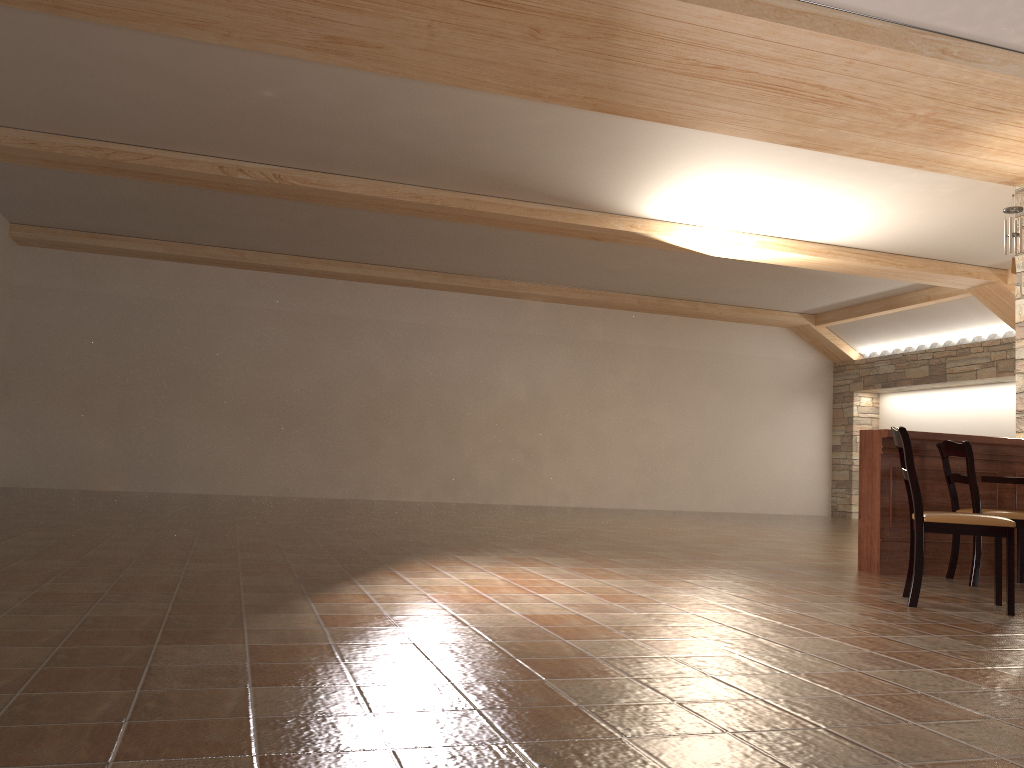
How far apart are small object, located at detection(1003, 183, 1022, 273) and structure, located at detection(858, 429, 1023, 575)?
1.97m

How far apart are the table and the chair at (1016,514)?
0.3 meters

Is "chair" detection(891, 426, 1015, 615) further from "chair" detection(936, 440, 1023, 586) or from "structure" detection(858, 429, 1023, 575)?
"structure" detection(858, 429, 1023, 575)

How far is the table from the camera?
5.4 meters

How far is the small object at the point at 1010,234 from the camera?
7.0m

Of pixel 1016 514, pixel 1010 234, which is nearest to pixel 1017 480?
pixel 1016 514

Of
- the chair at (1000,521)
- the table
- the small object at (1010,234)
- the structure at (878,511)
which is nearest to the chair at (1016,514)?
the structure at (878,511)

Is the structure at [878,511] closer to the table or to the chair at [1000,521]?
the table

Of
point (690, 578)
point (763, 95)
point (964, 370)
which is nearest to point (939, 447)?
point (690, 578)

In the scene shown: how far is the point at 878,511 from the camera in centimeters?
560cm
